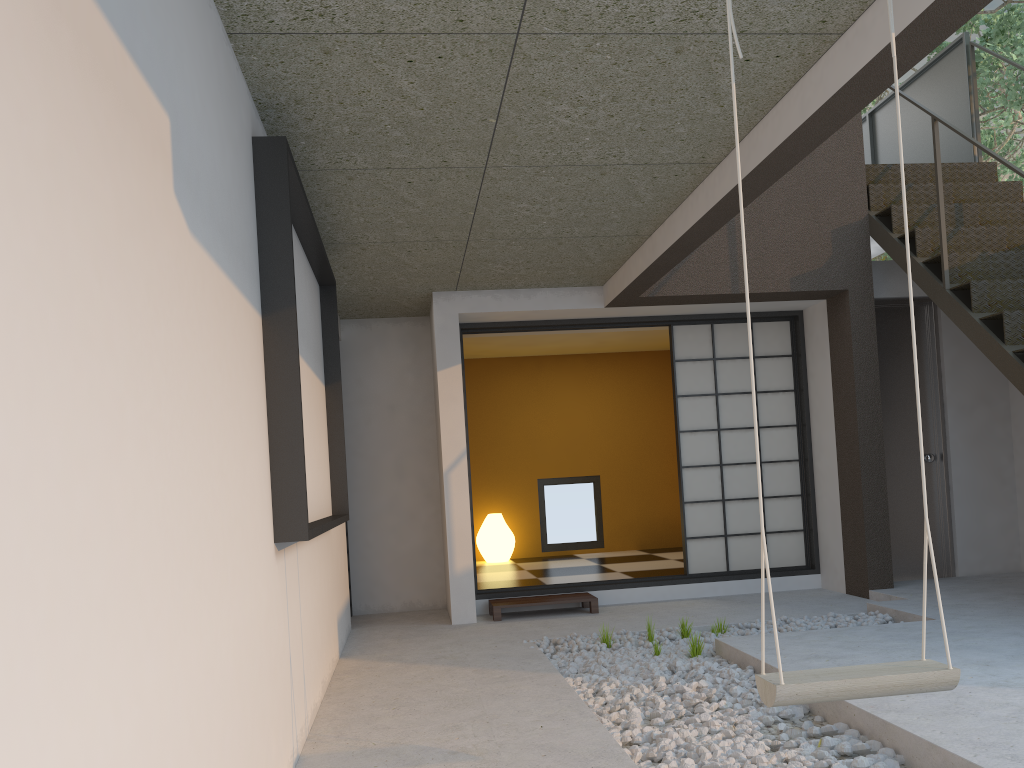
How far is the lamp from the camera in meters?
8.5 m

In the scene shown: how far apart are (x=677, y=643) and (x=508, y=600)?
1.6 meters

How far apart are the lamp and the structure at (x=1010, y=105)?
5.7m

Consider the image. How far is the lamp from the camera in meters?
8.5

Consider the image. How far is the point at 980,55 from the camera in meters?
8.8

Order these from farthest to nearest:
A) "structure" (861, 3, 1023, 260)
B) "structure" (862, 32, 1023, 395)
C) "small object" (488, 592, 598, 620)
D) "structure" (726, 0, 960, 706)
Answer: "structure" (861, 3, 1023, 260), "small object" (488, 592, 598, 620), "structure" (862, 32, 1023, 395), "structure" (726, 0, 960, 706)

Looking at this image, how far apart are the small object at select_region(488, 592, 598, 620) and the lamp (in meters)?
2.52

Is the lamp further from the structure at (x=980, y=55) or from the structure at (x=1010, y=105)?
the structure at (x=980, y=55)

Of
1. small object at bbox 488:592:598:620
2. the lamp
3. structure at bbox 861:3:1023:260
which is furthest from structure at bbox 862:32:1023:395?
the lamp

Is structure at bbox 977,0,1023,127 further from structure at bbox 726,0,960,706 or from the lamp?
structure at bbox 726,0,960,706
